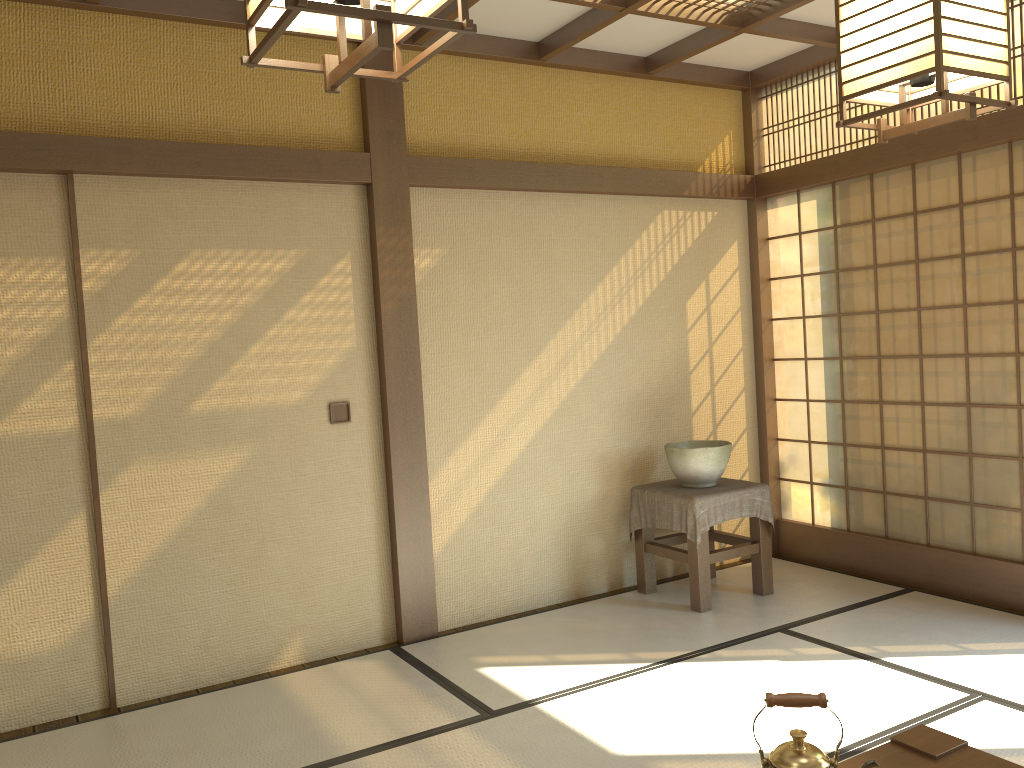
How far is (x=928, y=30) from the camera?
1.6 meters

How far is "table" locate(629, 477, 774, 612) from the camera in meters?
4.5

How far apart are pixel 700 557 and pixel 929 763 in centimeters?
233cm

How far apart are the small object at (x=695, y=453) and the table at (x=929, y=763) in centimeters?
236cm

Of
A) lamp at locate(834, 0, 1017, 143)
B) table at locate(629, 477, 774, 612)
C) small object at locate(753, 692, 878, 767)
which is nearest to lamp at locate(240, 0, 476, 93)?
lamp at locate(834, 0, 1017, 143)

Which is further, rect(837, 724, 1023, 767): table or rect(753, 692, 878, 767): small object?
rect(837, 724, 1023, 767): table

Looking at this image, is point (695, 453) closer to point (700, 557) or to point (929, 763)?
point (700, 557)

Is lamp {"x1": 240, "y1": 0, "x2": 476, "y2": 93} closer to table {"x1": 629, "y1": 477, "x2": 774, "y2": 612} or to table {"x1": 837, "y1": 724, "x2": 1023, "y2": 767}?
table {"x1": 837, "y1": 724, "x2": 1023, "y2": 767}

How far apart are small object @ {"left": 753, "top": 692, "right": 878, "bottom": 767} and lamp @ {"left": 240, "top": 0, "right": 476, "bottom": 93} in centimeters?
145cm

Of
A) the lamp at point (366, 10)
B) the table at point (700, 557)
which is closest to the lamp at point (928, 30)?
the lamp at point (366, 10)
